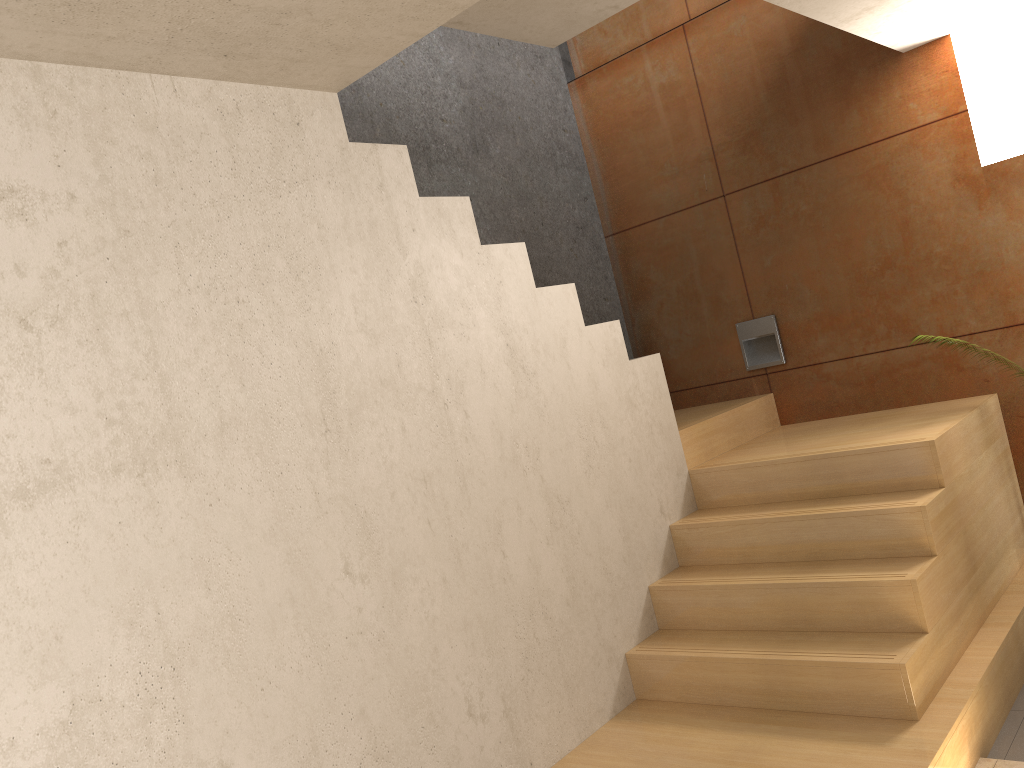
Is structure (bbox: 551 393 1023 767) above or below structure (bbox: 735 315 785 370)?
below

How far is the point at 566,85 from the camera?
5.20m

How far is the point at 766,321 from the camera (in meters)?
4.64

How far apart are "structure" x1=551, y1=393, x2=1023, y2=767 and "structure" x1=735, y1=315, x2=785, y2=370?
0.18m

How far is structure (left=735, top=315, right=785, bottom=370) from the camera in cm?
464

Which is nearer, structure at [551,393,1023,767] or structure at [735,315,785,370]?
structure at [551,393,1023,767]

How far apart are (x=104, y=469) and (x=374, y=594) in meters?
0.9

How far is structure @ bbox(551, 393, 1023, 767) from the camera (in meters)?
2.78

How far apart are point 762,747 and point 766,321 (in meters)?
2.44

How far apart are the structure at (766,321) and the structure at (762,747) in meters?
0.2 m
